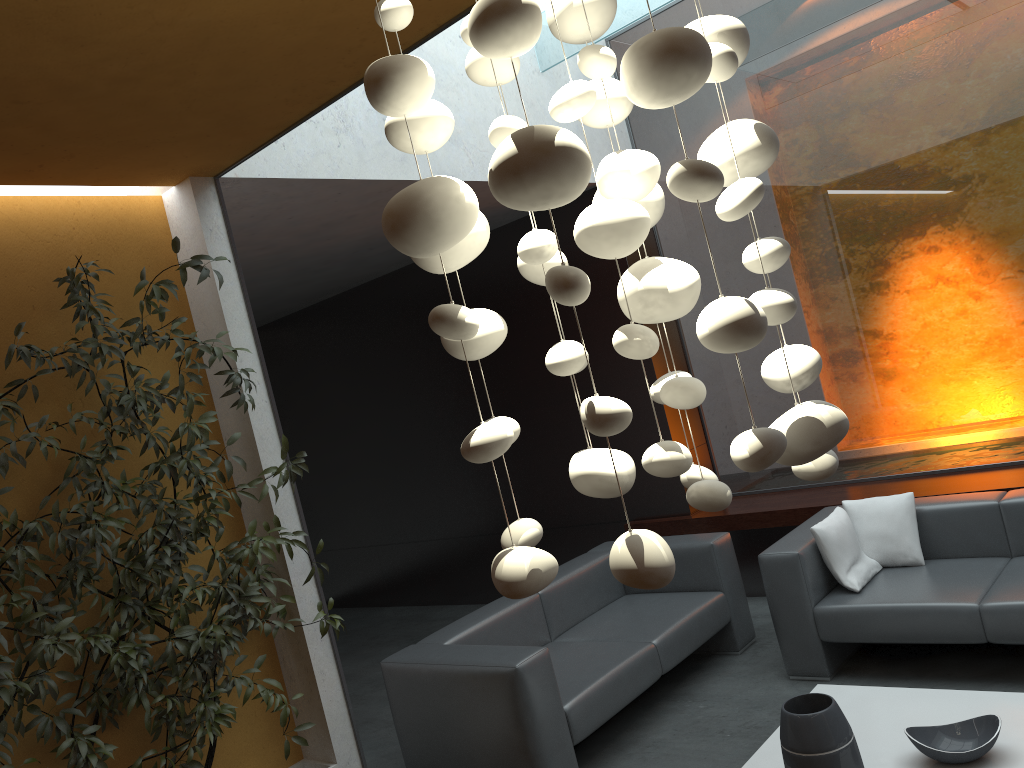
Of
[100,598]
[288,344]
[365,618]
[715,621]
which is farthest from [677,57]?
[288,344]

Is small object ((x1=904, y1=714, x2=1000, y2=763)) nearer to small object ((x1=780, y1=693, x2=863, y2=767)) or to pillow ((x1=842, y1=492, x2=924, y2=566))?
small object ((x1=780, y1=693, x2=863, y2=767))

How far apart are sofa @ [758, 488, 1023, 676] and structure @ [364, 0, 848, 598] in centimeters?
274cm

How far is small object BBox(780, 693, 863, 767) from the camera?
3.0 meters

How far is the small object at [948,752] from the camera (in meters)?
3.00

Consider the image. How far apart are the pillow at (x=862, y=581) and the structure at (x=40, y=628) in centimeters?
241cm

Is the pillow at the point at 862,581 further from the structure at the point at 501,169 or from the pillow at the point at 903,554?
the structure at the point at 501,169

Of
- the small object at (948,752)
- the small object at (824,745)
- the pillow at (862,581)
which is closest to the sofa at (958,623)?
the pillow at (862,581)

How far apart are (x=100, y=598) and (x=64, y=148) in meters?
1.7

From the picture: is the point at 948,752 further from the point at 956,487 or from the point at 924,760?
the point at 956,487
